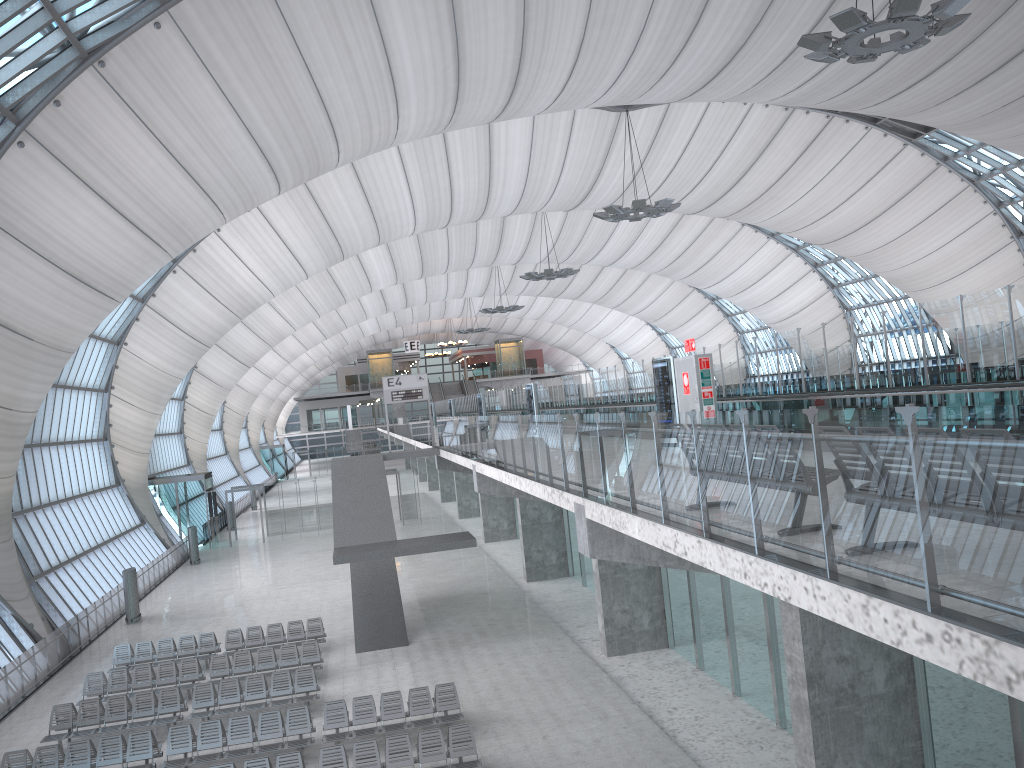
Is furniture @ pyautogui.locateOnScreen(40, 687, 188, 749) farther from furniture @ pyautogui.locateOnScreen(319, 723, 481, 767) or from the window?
the window

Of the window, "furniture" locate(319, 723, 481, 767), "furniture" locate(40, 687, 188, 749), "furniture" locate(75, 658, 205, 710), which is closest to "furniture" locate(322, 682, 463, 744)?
"furniture" locate(319, 723, 481, 767)

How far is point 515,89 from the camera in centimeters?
2875cm

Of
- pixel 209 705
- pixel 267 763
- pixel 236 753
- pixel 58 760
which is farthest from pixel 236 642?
pixel 267 763

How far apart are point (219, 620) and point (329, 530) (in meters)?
19.53

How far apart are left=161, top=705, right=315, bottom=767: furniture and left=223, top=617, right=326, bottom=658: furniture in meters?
6.8

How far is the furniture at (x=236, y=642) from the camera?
23.9m

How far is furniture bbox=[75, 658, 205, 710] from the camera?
20.8m

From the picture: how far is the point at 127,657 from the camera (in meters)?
23.42

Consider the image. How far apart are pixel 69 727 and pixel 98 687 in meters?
2.4 m
